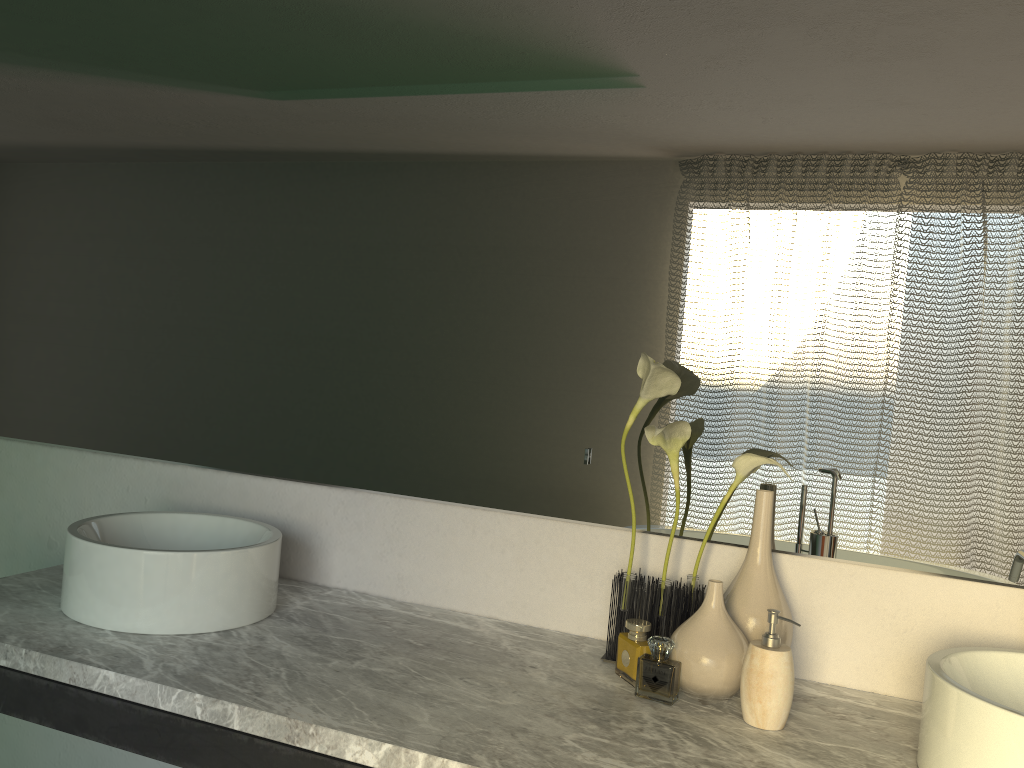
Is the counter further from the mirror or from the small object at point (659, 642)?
the mirror

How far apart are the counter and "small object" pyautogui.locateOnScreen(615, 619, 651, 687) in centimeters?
3cm

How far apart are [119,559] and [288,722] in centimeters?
44cm

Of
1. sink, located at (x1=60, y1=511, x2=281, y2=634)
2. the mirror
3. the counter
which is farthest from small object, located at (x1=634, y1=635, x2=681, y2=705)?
sink, located at (x1=60, y1=511, x2=281, y2=634)

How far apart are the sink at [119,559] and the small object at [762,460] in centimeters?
57cm

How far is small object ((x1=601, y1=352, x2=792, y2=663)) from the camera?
1.4 meters

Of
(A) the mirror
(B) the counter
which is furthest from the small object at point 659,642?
(A) the mirror

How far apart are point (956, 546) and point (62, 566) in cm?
159

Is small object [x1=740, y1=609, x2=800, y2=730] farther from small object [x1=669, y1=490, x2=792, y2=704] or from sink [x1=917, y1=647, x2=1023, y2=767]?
sink [x1=917, y1=647, x2=1023, y2=767]

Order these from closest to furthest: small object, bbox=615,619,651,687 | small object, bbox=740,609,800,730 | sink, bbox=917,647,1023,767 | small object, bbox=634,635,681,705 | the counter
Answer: sink, bbox=917,647,1023,767 → the counter → small object, bbox=740,609,800,730 → small object, bbox=615,619,651,687 → small object, bbox=634,635,681,705
